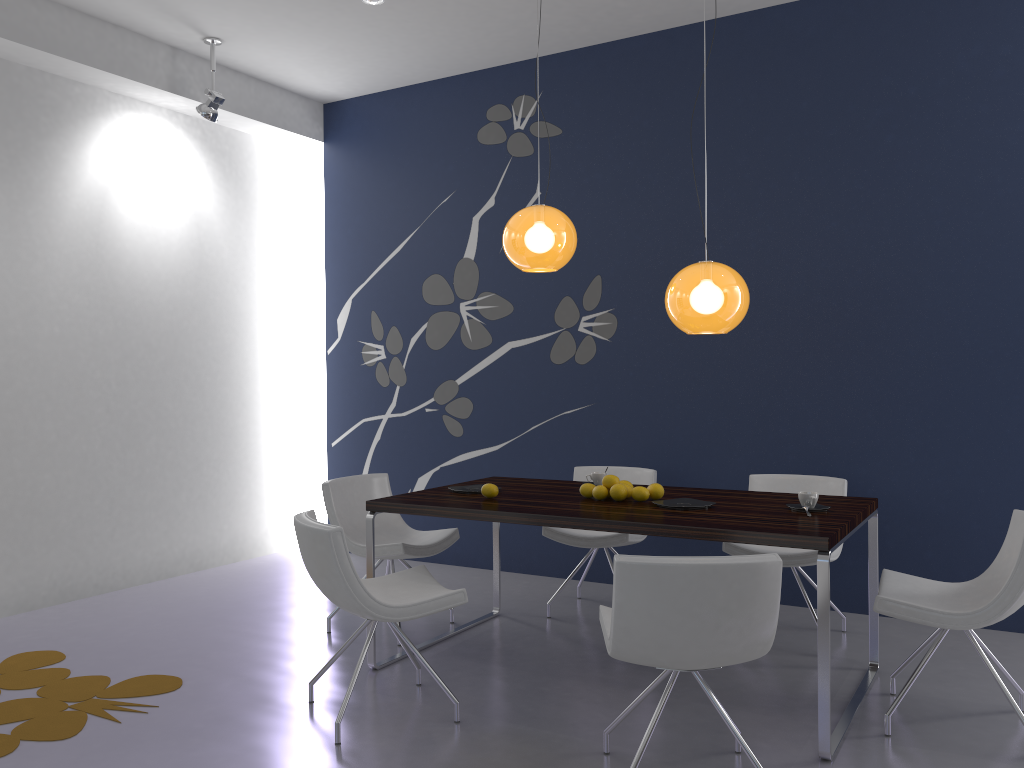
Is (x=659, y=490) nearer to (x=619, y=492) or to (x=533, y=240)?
Answer: (x=619, y=492)

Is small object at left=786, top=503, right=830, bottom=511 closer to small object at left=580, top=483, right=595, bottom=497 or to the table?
the table

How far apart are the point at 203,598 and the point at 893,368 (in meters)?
4.28

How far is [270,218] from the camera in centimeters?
686cm

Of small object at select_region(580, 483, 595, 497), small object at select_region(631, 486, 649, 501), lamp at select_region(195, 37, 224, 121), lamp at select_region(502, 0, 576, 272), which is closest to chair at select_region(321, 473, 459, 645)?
small object at select_region(580, 483, 595, 497)

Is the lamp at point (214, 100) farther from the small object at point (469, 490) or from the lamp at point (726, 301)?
the lamp at point (726, 301)

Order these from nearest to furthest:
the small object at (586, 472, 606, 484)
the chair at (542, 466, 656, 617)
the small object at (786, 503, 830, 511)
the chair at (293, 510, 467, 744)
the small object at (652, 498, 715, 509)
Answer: the chair at (293, 510, 467, 744), the small object at (786, 503, 830, 511), the small object at (652, 498, 715, 509), the small object at (586, 472, 606, 484), the chair at (542, 466, 656, 617)

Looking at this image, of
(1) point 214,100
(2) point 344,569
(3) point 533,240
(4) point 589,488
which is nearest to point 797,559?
(4) point 589,488

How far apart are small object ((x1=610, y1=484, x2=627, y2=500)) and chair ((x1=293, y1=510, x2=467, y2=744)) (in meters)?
0.87

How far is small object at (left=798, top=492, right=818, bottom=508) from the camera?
3.6 meters
